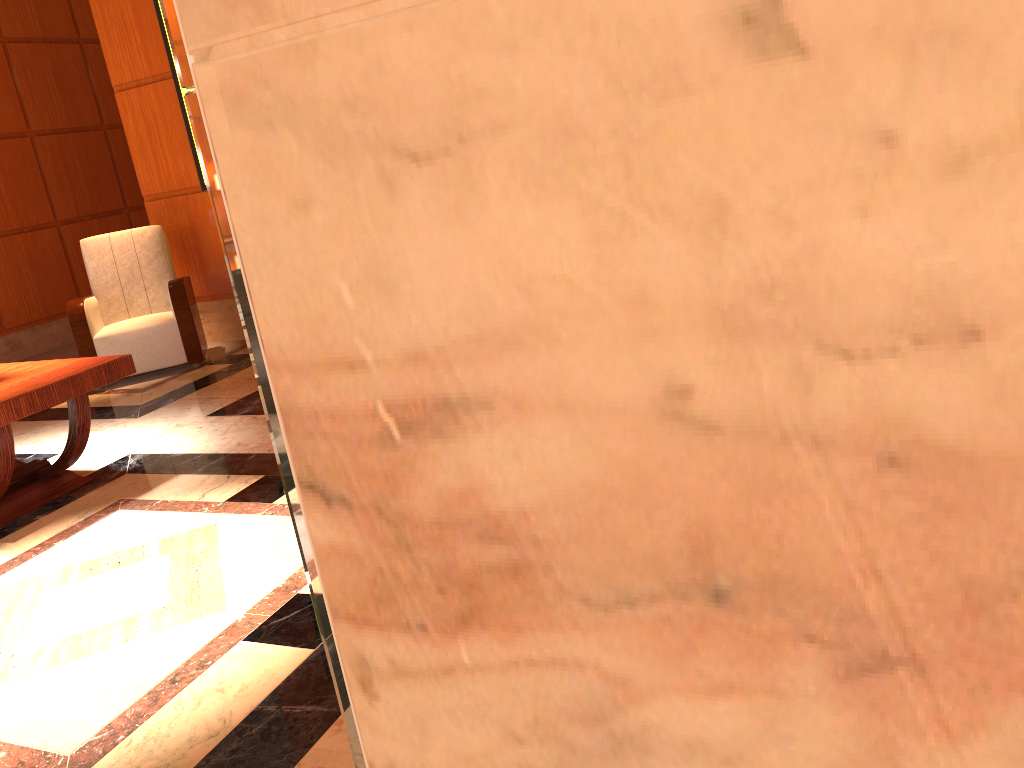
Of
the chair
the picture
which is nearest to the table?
the chair

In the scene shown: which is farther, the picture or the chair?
the picture

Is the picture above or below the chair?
above

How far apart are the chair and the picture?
0.9 meters

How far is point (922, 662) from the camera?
0.2 meters

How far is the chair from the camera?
5.75m

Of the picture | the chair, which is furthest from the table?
the picture

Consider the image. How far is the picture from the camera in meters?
6.1 m

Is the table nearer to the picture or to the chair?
the chair

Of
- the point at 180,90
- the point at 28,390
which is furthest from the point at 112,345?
the point at 28,390
